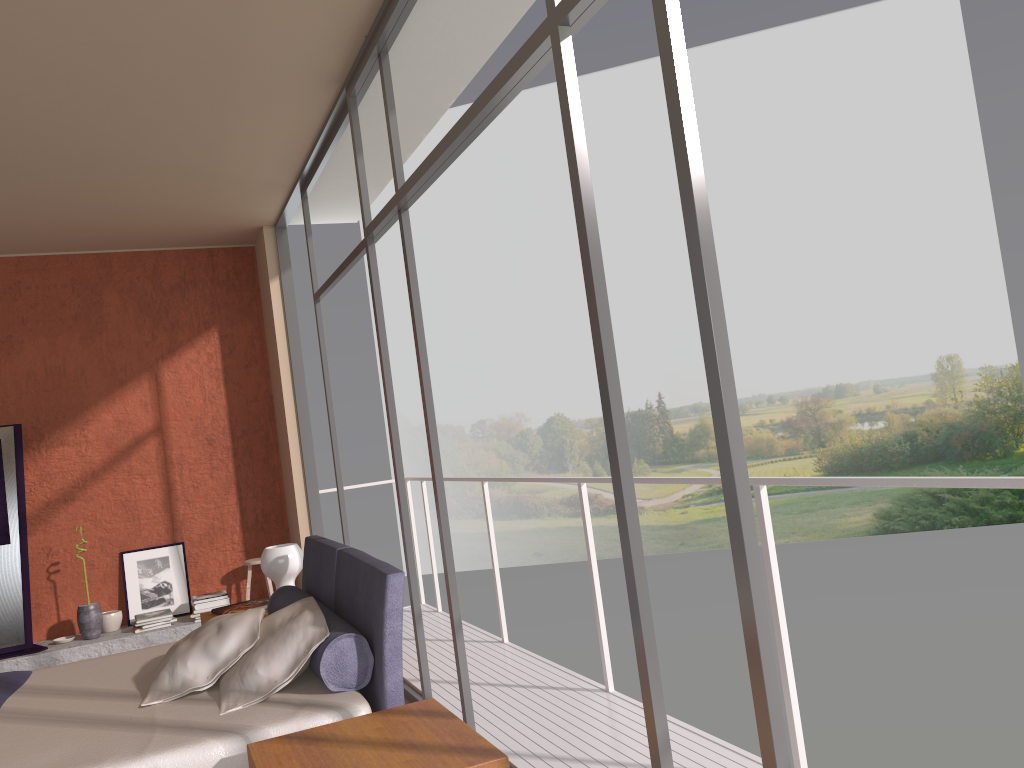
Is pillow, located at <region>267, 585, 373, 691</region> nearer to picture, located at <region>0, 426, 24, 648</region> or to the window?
the window

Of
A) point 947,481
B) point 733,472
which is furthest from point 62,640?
point 947,481

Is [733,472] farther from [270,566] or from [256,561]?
[256,561]

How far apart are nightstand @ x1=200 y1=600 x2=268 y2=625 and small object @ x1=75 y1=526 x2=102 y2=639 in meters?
2.0

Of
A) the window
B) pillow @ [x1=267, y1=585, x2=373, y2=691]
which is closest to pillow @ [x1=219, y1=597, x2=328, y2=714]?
pillow @ [x1=267, y1=585, x2=373, y2=691]

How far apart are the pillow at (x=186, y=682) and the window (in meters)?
0.79

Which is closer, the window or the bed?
the window

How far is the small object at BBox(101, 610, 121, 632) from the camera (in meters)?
6.46

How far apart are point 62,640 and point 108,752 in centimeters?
420cm

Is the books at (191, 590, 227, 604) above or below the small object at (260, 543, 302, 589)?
below
